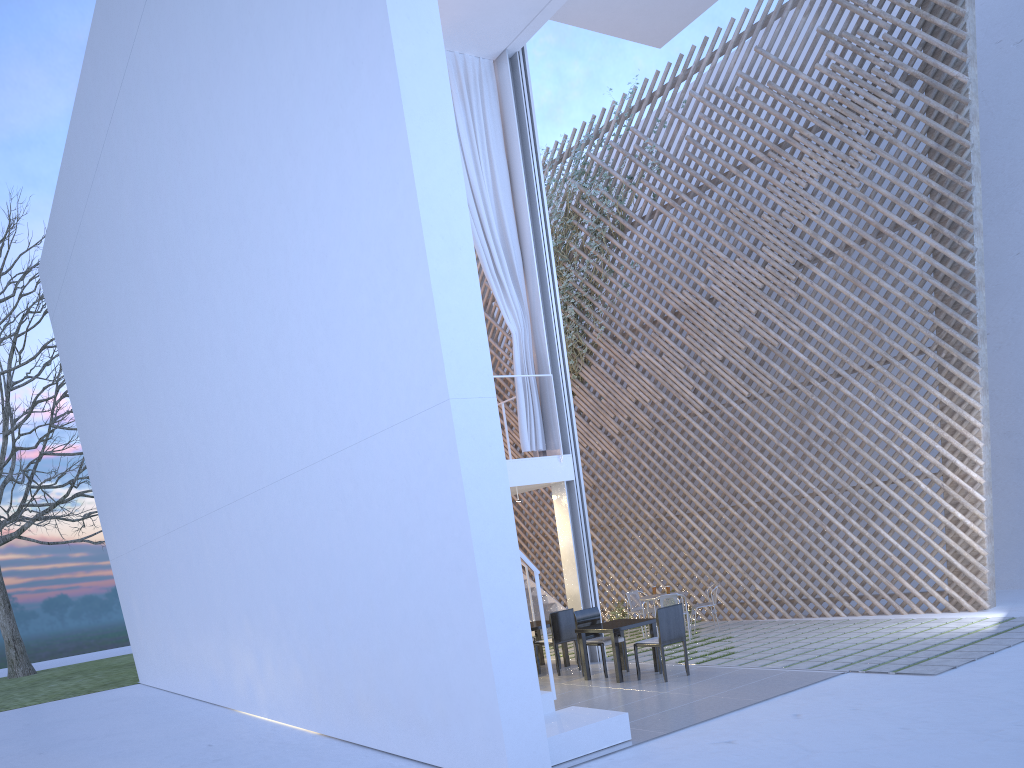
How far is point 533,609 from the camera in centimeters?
759cm

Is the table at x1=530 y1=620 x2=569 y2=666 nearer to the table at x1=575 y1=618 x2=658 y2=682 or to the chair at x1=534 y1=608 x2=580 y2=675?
the chair at x1=534 y1=608 x2=580 y2=675

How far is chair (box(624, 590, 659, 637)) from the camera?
6.6m

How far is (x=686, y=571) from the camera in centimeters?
705cm

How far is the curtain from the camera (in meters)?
5.70

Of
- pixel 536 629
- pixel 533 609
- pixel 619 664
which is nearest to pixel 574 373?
pixel 533 609

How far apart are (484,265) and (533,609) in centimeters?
332cm

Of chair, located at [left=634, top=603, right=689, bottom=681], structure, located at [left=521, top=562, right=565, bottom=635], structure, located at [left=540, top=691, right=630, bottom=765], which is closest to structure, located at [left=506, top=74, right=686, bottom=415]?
structure, located at [left=521, top=562, right=565, bottom=635]

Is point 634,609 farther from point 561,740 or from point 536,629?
point 561,740

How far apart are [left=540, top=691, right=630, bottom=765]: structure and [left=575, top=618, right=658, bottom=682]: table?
1.16m
